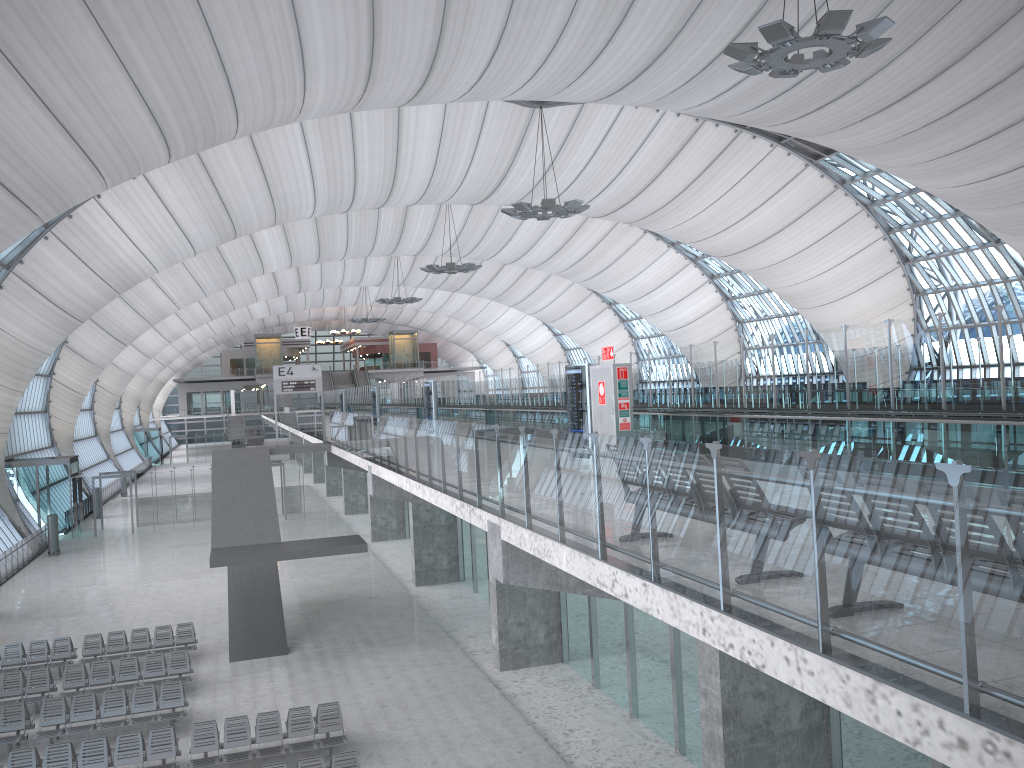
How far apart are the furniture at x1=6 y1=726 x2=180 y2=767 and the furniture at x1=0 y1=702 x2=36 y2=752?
1.2m

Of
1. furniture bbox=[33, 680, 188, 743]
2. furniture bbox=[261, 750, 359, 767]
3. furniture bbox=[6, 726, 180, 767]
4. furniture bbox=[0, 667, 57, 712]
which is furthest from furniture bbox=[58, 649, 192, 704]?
furniture bbox=[261, 750, 359, 767]

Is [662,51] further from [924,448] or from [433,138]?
[924,448]

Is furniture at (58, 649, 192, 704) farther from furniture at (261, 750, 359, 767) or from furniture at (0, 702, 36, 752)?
furniture at (261, 750, 359, 767)

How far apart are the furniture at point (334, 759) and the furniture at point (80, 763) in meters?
3.0 m

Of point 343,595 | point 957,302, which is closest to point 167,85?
point 343,595

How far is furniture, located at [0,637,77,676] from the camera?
21.25m

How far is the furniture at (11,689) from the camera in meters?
18.9 m

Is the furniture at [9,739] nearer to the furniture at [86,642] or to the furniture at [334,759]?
the furniture at [86,642]

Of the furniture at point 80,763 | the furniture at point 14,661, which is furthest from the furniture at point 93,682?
the furniture at point 80,763
